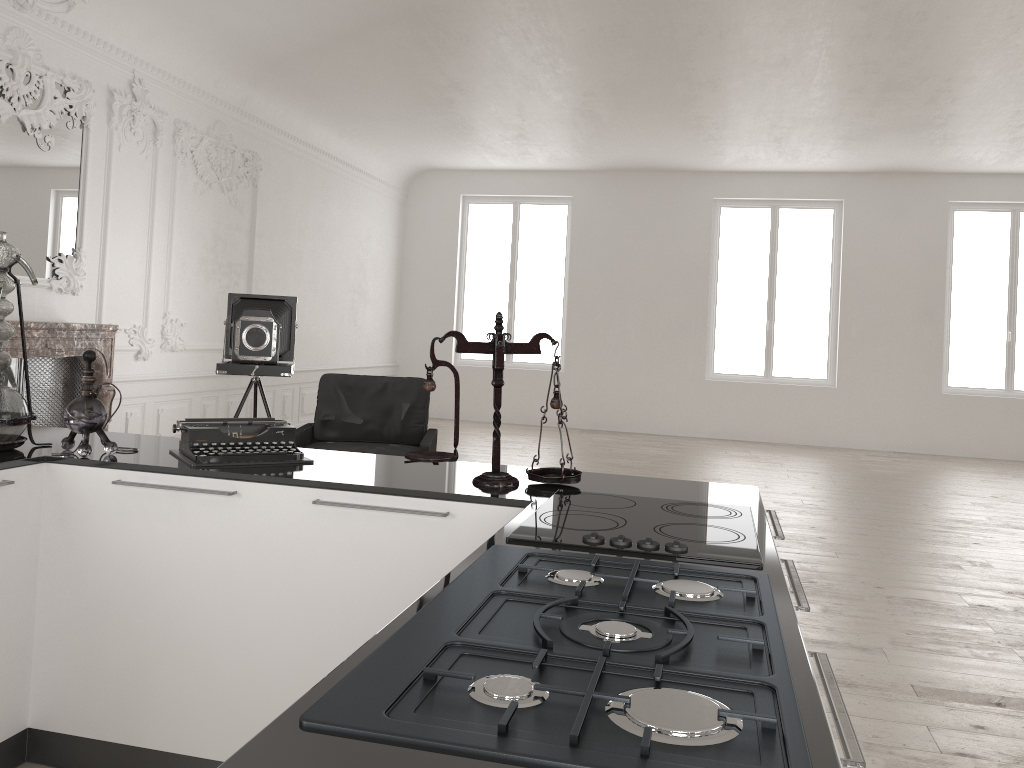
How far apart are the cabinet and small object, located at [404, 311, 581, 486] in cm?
2

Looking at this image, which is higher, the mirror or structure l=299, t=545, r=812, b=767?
the mirror

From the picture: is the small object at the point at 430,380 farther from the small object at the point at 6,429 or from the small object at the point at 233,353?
the small object at the point at 233,353

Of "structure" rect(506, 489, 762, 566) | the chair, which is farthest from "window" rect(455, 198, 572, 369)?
"structure" rect(506, 489, 762, 566)

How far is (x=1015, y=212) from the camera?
11.9m

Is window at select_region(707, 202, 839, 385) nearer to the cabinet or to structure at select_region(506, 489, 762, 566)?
the cabinet

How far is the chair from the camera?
6.1m

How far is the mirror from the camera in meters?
6.1

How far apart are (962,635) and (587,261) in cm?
933

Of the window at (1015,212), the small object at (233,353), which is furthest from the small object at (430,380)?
the window at (1015,212)
